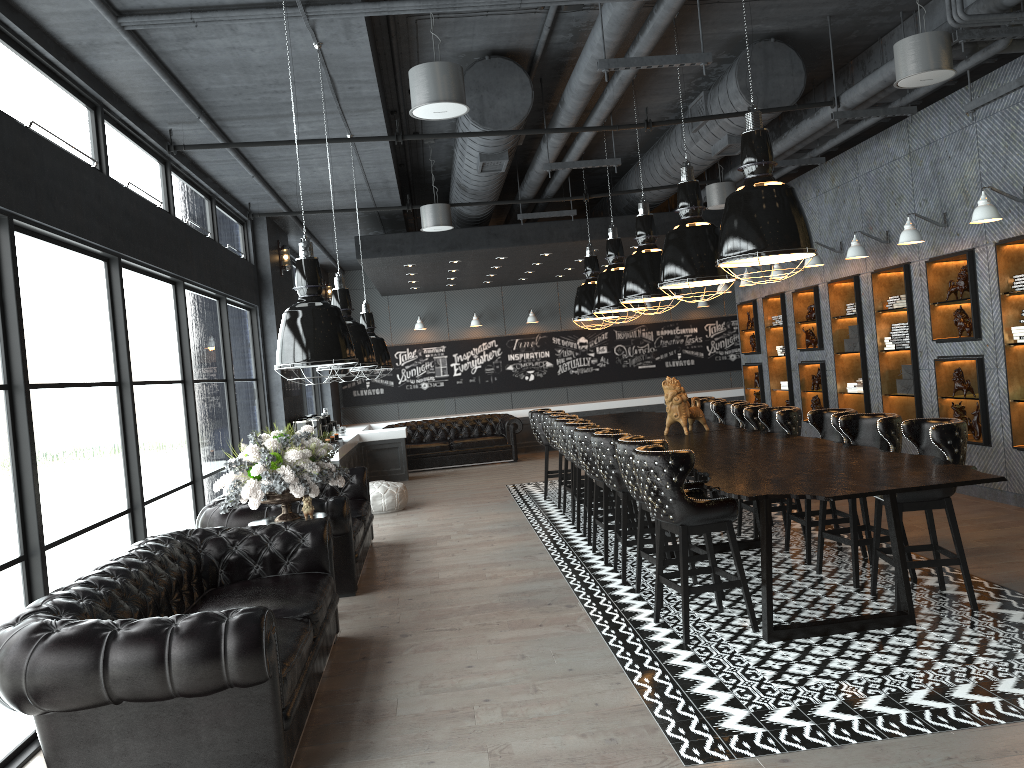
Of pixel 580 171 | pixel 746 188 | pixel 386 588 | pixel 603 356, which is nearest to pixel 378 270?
pixel 580 171

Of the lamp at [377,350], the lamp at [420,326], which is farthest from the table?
the lamp at [420,326]

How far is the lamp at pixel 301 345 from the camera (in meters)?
4.01

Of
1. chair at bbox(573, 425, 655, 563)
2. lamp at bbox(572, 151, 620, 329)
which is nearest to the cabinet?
lamp at bbox(572, 151, 620, 329)

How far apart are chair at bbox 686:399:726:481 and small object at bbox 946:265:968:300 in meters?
2.6 m

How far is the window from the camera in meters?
4.5

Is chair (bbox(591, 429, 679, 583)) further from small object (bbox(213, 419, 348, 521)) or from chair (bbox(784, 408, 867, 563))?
small object (bbox(213, 419, 348, 521))

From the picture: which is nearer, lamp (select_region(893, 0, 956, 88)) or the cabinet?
lamp (select_region(893, 0, 956, 88))

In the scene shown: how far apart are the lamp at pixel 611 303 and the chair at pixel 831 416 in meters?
3.0

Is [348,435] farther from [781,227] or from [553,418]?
[781,227]
